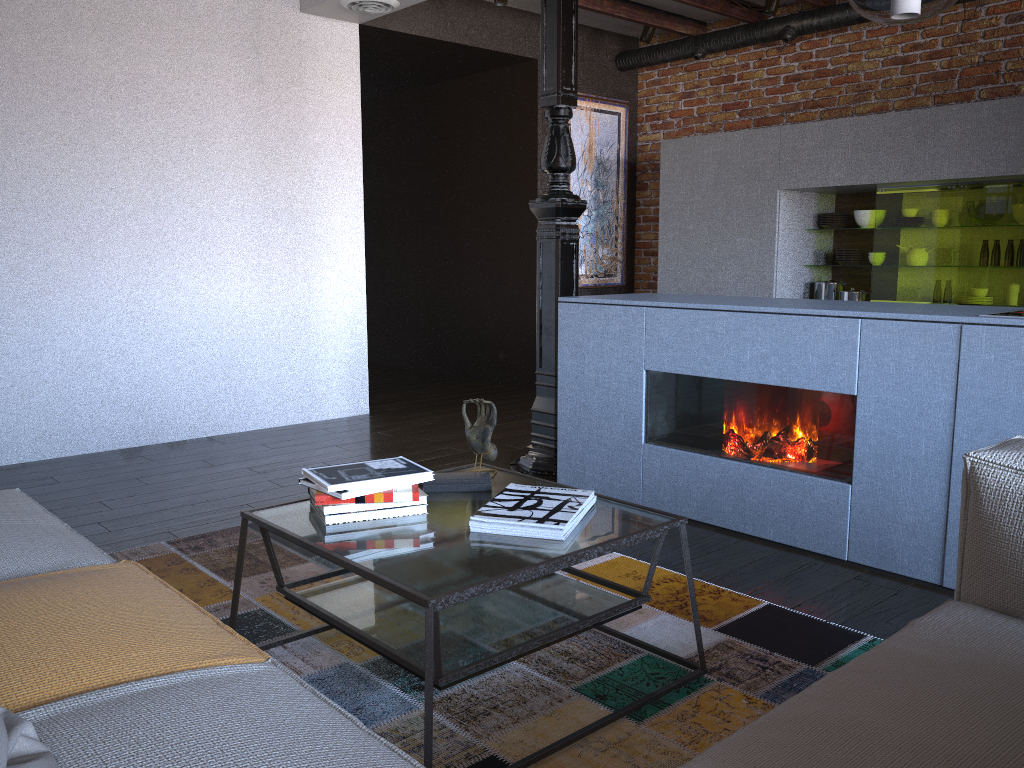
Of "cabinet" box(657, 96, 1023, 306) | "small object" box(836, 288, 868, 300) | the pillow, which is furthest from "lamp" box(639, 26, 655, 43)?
the pillow

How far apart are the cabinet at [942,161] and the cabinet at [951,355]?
2.0 meters

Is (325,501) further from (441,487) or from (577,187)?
(577,187)

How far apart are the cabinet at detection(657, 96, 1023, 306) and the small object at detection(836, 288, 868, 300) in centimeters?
6cm

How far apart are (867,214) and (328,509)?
4.59m

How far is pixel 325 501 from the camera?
2.0 meters

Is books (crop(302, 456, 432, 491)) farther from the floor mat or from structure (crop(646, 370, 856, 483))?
structure (crop(646, 370, 856, 483))

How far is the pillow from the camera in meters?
1.0

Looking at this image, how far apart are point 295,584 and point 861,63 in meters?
5.2

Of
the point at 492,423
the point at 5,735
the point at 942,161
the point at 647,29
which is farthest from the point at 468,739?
the point at 647,29
